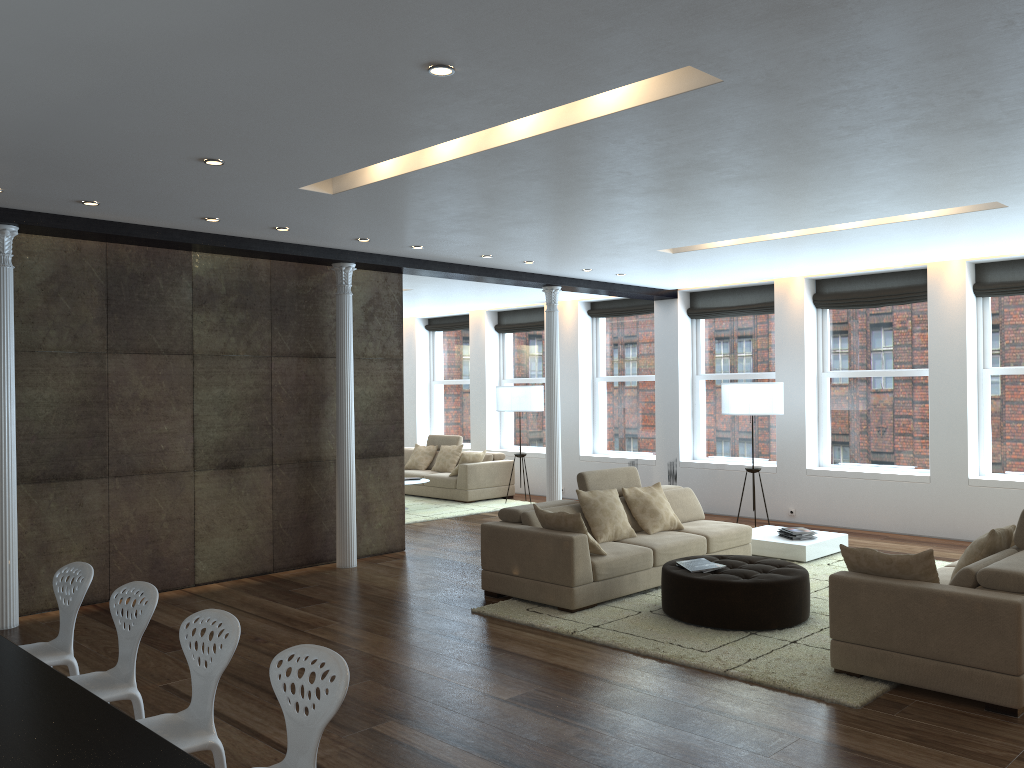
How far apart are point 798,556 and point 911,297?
3.7 meters

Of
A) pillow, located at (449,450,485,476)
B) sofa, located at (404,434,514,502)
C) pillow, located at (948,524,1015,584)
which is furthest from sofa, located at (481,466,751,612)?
pillow, located at (449,450,485,476)

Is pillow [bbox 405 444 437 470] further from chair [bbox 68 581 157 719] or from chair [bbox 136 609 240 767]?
chair [bbox 136 609 240 767]

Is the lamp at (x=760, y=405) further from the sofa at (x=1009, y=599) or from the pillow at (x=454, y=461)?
the pillow at (x=454, y=461)

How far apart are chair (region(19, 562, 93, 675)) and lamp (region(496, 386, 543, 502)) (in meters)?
8.50

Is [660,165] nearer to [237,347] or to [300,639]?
[300,639]

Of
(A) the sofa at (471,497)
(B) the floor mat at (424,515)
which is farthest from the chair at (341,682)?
(A) the sofa at (471,497)

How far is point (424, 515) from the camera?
11.8 meters

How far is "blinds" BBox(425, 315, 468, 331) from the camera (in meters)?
15.58

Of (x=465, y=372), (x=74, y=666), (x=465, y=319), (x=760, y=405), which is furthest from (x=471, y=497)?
(x=74, y=666)
